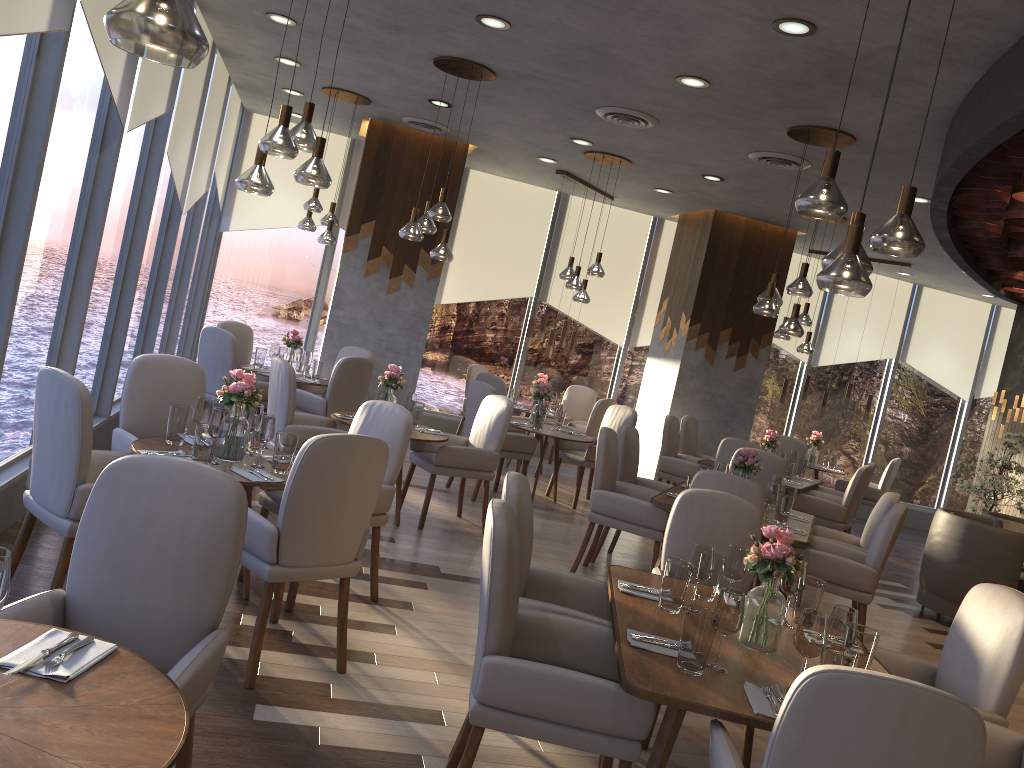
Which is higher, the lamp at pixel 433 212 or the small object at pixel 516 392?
the lamp at pixel 433 212

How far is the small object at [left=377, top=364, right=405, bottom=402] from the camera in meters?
6.2

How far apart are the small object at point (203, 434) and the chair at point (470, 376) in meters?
6.2

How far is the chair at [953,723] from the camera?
1.85m

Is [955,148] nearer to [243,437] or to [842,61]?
[842,61]

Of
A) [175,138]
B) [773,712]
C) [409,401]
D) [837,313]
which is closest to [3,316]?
[409,401]

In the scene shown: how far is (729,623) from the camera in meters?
2.6

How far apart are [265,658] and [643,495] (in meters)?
3.14

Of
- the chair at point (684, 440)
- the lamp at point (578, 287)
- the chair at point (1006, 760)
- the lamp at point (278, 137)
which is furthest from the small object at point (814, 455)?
the lamp at point (278, 137)

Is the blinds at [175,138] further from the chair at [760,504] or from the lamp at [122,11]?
the lamp at [122,11]
